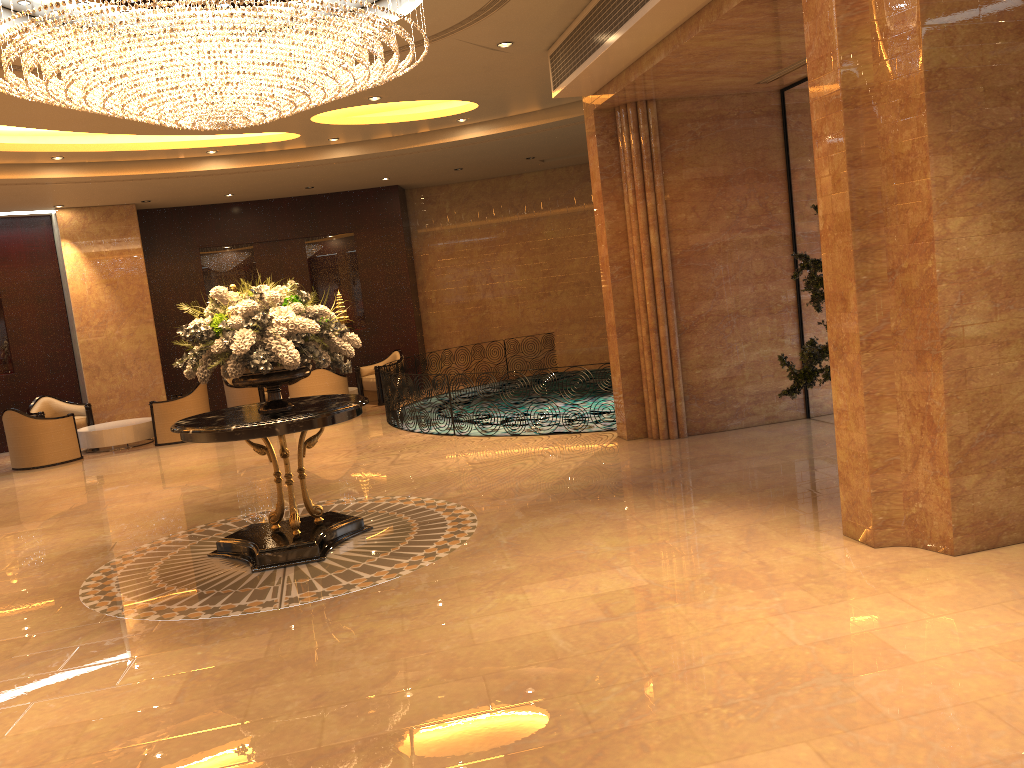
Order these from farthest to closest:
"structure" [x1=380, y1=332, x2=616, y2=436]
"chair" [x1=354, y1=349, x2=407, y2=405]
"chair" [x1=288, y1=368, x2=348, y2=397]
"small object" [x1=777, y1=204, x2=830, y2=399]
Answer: "chair" [x1=354, y1=349, x2=407, y2=405] → "chair" [x1=288, y1=368, x2=348, y2=397] → "structure" [x1=380, y1=332, x2=616, y2=436] → "small object" [x1=777, y1=204, x2=830, y2=399]

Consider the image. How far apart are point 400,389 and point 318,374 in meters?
2.2 m

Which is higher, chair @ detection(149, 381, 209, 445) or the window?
the window

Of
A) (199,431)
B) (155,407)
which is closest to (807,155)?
(199,431)

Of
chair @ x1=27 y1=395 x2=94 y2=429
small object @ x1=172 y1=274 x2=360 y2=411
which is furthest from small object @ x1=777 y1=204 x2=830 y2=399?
chair @ x1=27 y1=395 x2=94 y2=429

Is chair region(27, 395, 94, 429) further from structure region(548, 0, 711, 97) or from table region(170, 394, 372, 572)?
structure region(548, 0, 711, 97)

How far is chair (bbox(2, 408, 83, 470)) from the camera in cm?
1274

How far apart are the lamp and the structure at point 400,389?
4.8 meters

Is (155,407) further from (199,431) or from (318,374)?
(199,431)

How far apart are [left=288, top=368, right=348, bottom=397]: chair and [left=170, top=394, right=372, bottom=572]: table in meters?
6.6
